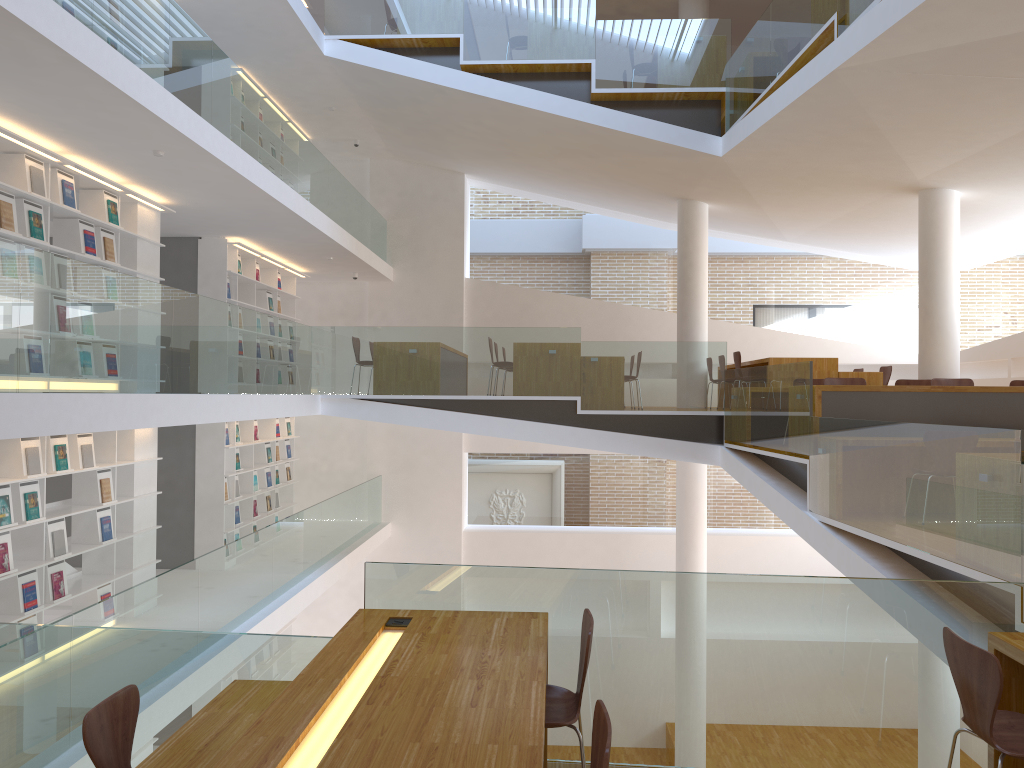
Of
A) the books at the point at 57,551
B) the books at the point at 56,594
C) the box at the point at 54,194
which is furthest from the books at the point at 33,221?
the books at the point at 56,594

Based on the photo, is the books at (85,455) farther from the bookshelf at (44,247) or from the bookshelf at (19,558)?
the bookshelf at (44,247)

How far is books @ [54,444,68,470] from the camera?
6.86m

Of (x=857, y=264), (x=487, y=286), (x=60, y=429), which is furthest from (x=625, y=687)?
(x=857, y=264)

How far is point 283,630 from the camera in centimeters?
1245cm

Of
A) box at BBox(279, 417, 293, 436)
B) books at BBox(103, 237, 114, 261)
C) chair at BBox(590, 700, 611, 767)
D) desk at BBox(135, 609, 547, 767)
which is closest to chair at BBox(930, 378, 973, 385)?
desk at BBox(135, 609, 547, 767)

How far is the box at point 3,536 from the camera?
6.2 meters

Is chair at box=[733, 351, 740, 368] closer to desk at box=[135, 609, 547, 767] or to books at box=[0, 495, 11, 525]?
desk at box=[135, 609, 547, 767]

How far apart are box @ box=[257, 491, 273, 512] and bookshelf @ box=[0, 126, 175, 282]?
4.3m

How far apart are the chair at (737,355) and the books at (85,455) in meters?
6.8 m
